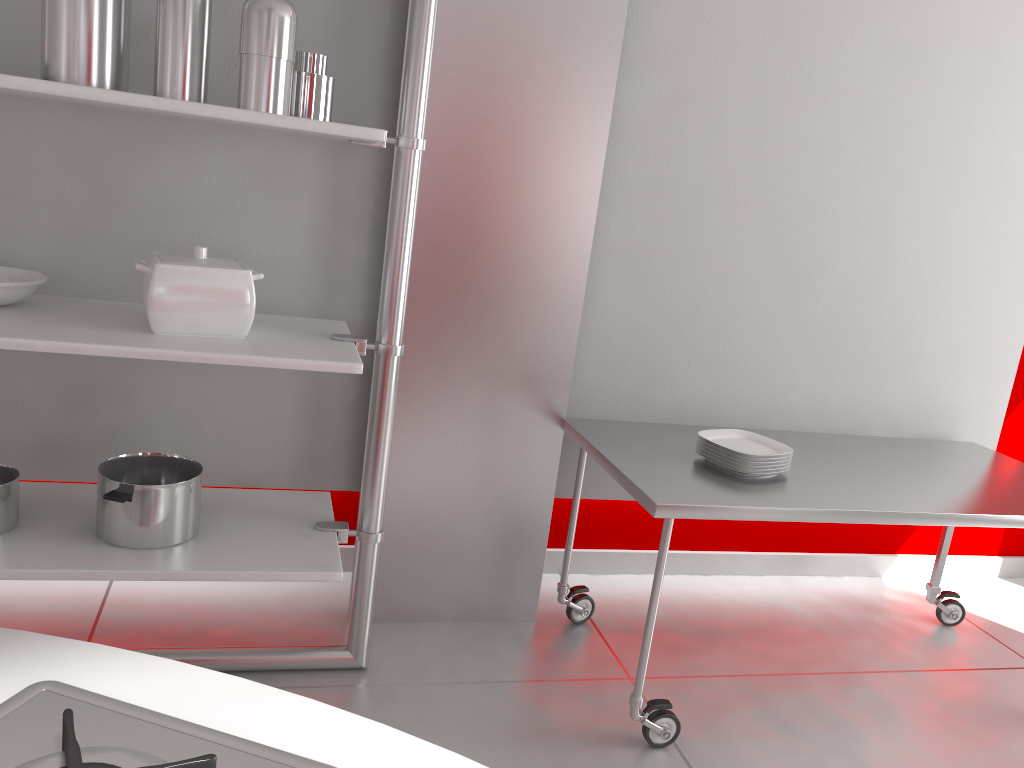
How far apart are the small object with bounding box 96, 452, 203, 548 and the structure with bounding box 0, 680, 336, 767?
1.3 meters

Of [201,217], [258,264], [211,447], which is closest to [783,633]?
[211,447]

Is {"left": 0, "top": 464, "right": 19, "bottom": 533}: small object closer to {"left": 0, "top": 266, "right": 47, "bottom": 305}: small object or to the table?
{"left": 0, "top": 266, "right": 47, "bottom": 305}: small object

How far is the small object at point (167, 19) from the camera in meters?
1.8

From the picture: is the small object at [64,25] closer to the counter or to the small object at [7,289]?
the small object at [7,289]

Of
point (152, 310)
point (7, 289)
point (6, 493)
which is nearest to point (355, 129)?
point (152, 310)

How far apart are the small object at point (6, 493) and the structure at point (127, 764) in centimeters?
148cm

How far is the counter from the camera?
0.75m

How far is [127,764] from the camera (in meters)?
0.68

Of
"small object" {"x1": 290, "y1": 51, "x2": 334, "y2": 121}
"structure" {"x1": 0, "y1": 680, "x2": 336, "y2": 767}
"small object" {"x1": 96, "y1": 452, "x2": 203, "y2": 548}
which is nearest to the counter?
"structure" {"x1": 0, "y1": 680, "x2": 336, "y2": 767}
